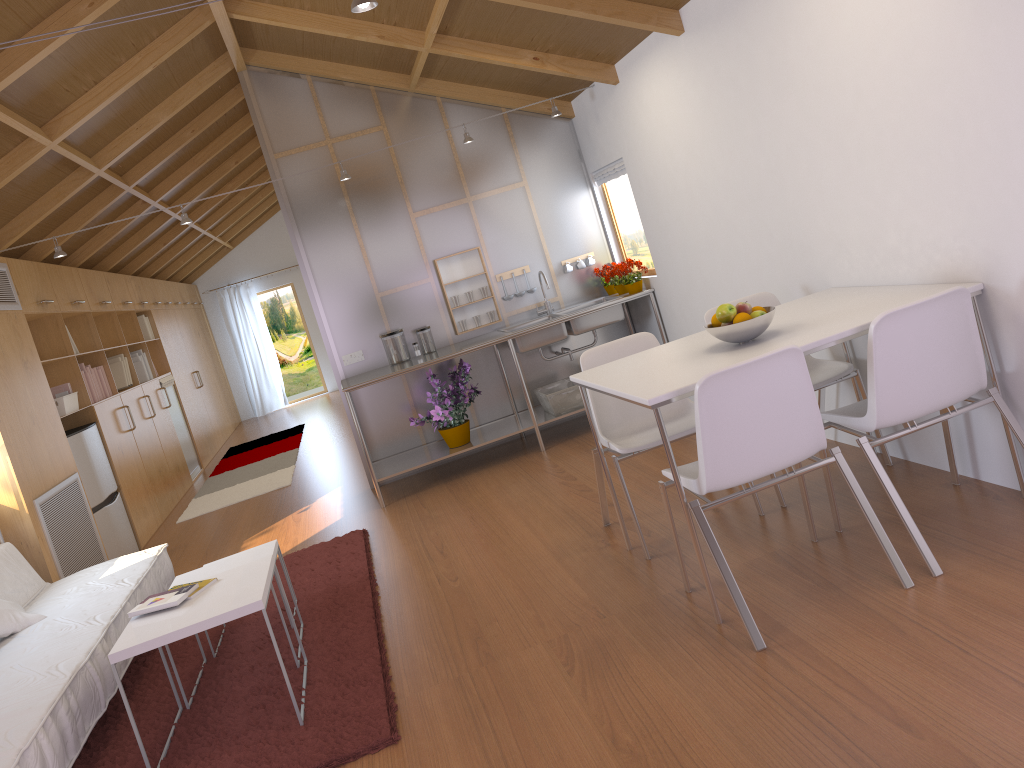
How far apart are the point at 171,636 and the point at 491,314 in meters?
3.7 m

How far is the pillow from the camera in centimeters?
372cm

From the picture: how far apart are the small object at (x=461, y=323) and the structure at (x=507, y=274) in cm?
45

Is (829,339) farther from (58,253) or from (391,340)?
(58,253)

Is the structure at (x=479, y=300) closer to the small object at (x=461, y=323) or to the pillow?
the small object at (x=461, y=323)

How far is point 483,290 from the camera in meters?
6.1 m

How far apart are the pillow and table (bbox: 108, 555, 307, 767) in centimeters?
102cm

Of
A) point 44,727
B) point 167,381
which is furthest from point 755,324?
point 167,381

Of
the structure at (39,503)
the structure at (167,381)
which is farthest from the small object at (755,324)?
the structure at (167,381)

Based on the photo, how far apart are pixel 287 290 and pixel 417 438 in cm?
835
